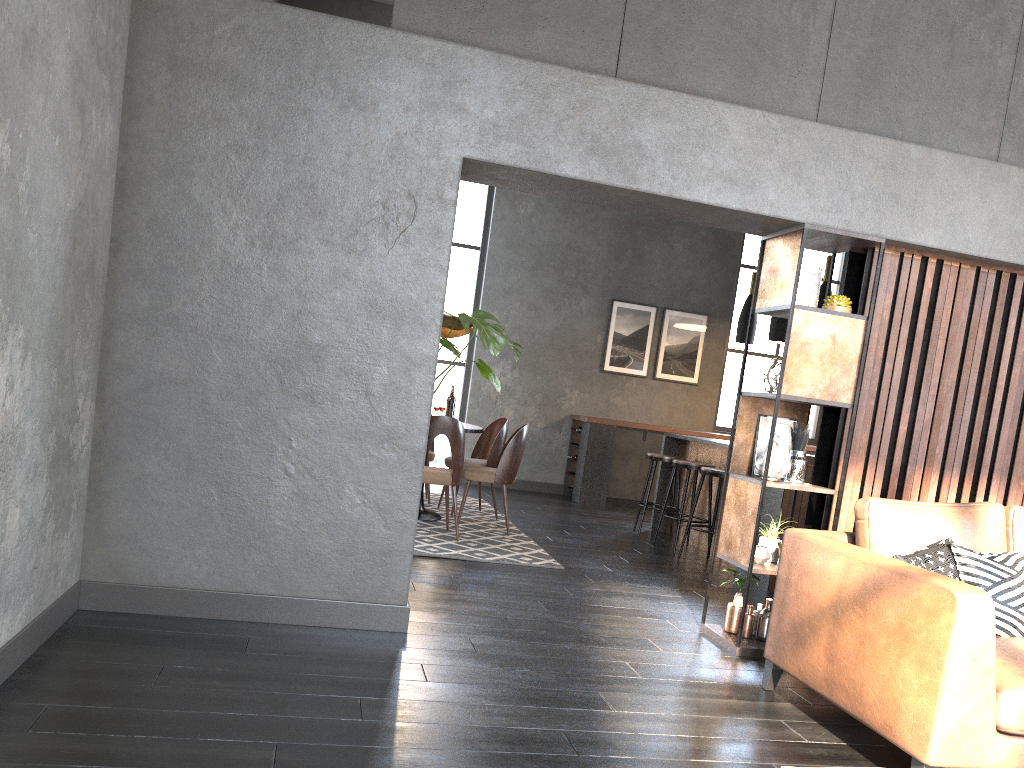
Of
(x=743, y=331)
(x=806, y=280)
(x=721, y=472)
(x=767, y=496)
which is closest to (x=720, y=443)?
(x=721, y=472)

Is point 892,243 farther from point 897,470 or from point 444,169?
point 444,169

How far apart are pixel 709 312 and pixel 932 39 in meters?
6.3

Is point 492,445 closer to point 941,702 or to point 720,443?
point 720,443

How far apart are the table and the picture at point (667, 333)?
4.12m

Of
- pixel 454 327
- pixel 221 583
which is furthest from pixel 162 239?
pixel 454 327

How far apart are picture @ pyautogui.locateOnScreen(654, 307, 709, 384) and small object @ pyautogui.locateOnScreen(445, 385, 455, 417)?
3.8m

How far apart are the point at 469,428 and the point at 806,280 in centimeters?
307cm

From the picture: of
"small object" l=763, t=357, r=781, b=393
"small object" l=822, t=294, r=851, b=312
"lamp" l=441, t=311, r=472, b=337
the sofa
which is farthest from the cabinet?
the sofa

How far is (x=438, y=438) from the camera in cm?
1012
